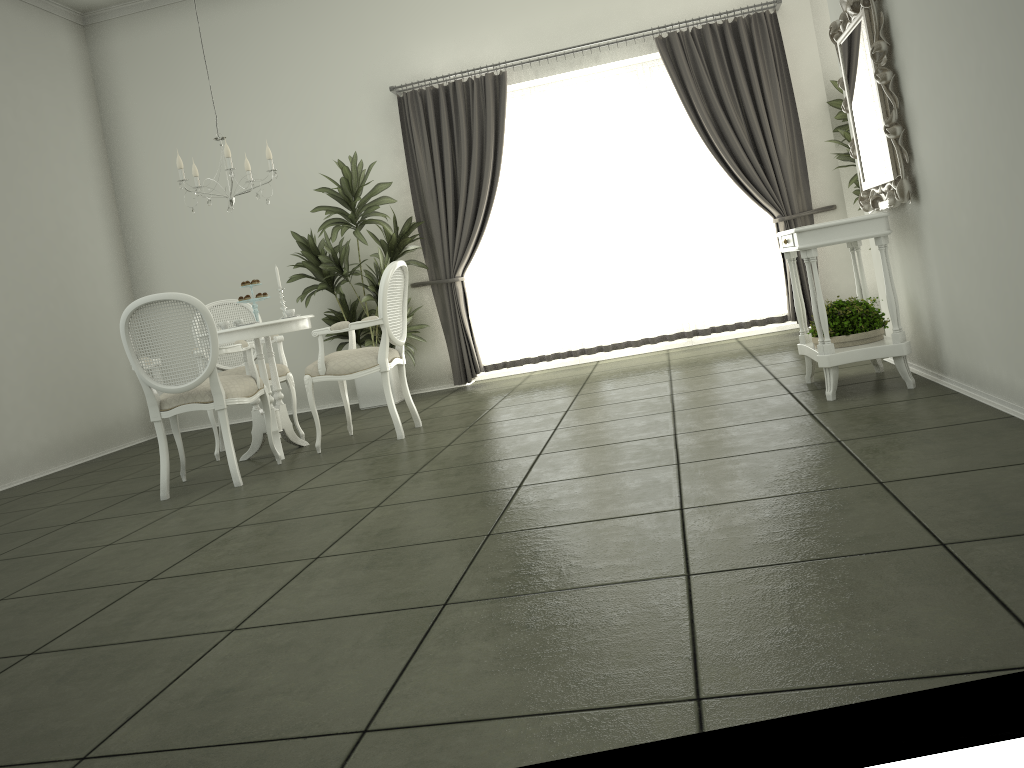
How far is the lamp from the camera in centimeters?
516cm

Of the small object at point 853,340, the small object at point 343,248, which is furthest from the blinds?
the small object at point 853,340

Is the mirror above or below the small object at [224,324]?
above

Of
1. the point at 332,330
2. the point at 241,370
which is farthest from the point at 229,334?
the point at 241,370

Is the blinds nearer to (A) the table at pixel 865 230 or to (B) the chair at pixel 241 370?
(B) the chair at pixel 241 370

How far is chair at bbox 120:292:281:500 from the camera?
4.5m

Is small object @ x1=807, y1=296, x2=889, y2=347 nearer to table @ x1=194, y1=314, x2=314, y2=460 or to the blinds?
the blinds

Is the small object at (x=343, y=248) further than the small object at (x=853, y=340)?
Yes

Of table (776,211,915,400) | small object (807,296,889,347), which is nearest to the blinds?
table (776,211,915,400)

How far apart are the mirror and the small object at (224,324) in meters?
Result: 3.6
